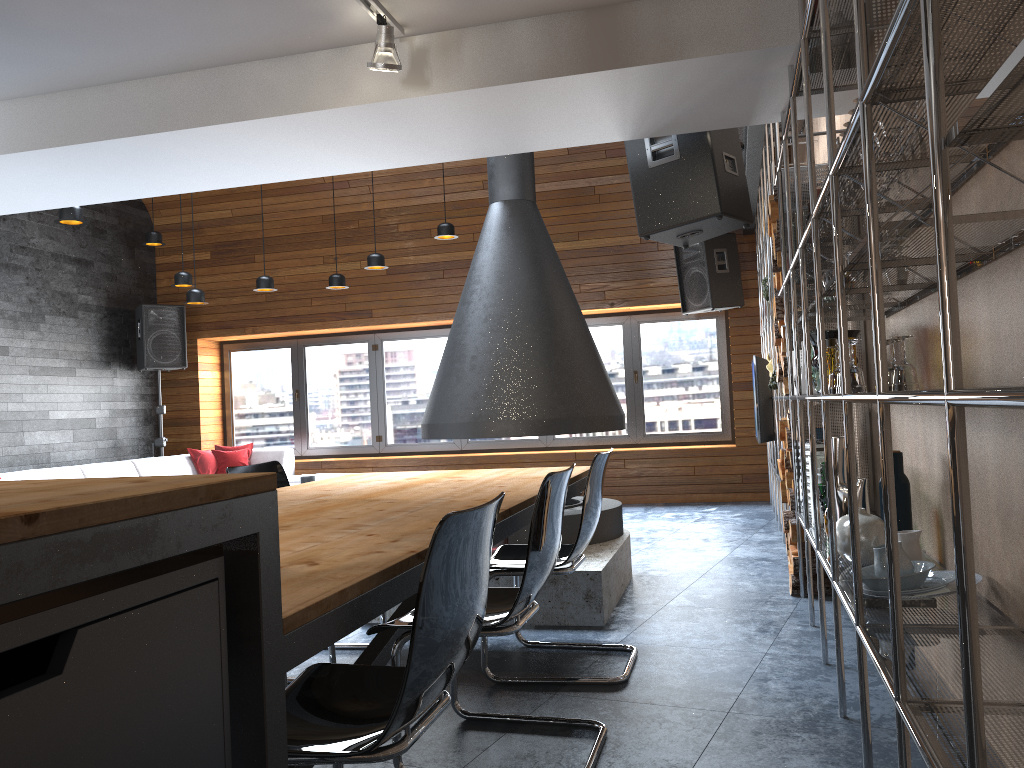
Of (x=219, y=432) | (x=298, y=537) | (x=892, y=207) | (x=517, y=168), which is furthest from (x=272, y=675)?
(x=219, y=432)

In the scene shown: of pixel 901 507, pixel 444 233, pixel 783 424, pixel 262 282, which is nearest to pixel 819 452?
pixel 783 424

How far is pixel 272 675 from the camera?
1.2 meters

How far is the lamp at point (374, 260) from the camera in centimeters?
765cm

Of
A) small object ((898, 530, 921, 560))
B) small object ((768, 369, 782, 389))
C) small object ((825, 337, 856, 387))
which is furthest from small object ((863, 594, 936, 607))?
small object ((768, 369, 782, 389))

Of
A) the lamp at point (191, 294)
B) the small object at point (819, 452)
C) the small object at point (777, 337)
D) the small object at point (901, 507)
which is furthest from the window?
the small object at point (901, 507)

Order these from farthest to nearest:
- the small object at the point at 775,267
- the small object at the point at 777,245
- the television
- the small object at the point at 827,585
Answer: the television, the small object at the point at 775,267, the small object at the point at 777,245, the small object at the point at 827,585

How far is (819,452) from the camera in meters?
4.2

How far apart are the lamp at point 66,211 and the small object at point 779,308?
4.6 meters

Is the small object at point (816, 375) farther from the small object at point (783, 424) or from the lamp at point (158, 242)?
the lamp at point (158, 242)
